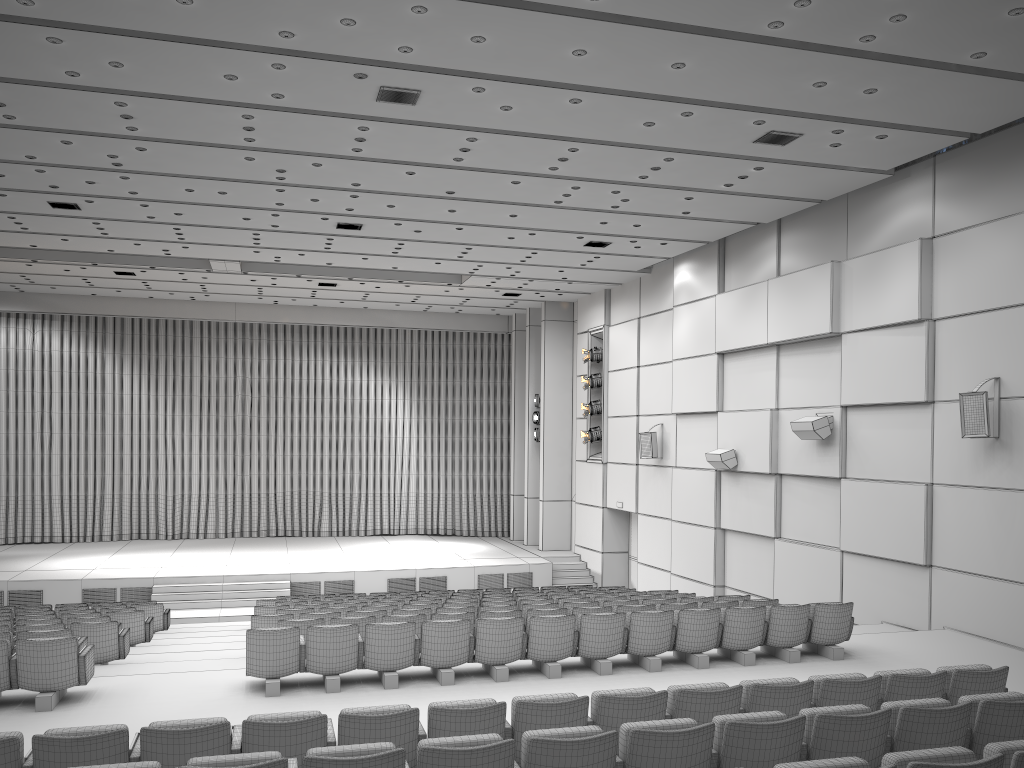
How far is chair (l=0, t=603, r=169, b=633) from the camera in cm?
1393

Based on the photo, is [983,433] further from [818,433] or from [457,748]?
[457,748]

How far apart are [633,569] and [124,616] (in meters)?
12.24

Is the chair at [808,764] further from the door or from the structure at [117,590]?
the door

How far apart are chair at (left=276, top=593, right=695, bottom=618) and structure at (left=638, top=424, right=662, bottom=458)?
7.8m

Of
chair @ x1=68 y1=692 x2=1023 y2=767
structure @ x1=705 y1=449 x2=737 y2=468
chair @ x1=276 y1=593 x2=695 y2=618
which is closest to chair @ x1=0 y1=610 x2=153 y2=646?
chair @ x1=276 y1=593 x2=695 y2=618

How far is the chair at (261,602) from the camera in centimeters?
1438cm

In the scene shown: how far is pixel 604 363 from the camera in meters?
21.3 m

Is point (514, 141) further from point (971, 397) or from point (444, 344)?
point (444, 344)

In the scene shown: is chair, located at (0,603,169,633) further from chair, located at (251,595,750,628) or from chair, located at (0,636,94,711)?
chair, located at (0,636,94,711)
